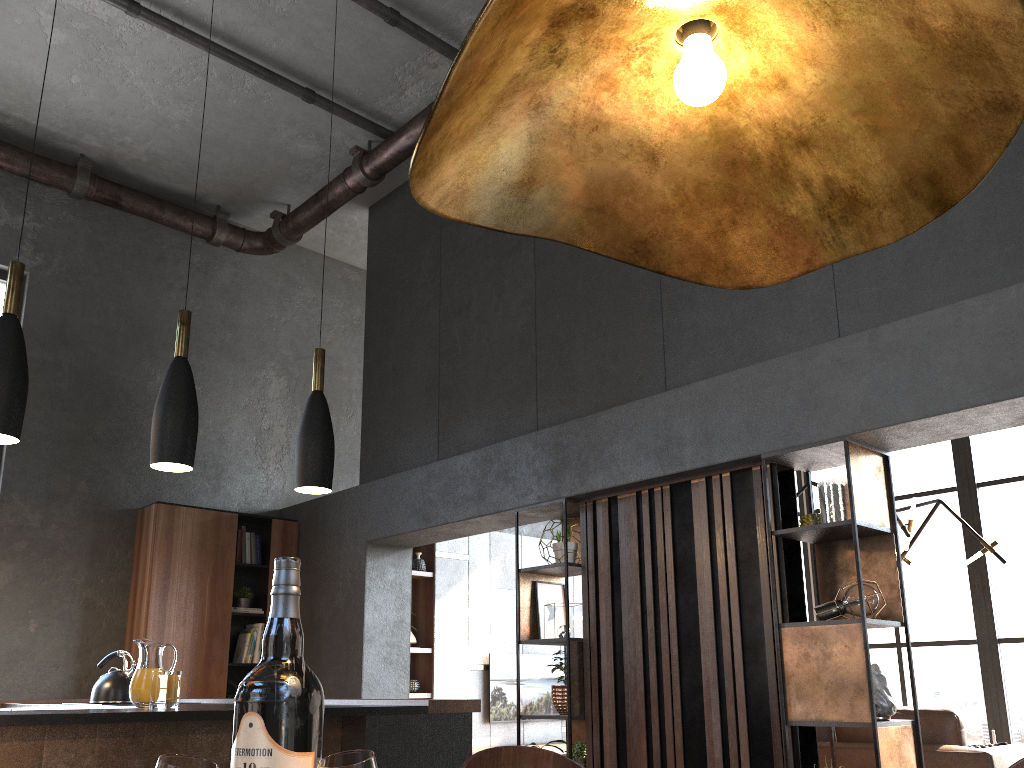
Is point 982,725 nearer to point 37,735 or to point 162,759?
point 37,735

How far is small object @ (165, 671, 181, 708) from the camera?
2.7m

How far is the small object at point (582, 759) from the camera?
4.7 meters

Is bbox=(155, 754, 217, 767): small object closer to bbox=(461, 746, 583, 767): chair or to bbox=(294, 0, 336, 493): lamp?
bbox=(461, 746, 583, 767): chair

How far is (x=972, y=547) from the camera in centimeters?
741cm

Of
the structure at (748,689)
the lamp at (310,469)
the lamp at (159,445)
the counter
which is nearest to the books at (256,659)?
the counter

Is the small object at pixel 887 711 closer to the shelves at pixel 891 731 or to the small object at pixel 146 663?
the shelves at pixel 891 731

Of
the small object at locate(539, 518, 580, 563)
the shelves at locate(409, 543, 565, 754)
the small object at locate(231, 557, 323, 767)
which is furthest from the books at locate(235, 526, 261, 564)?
the small object at locate(231, 557, 323, 767)

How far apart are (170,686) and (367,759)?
2.4m

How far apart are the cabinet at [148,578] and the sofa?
4.1m
